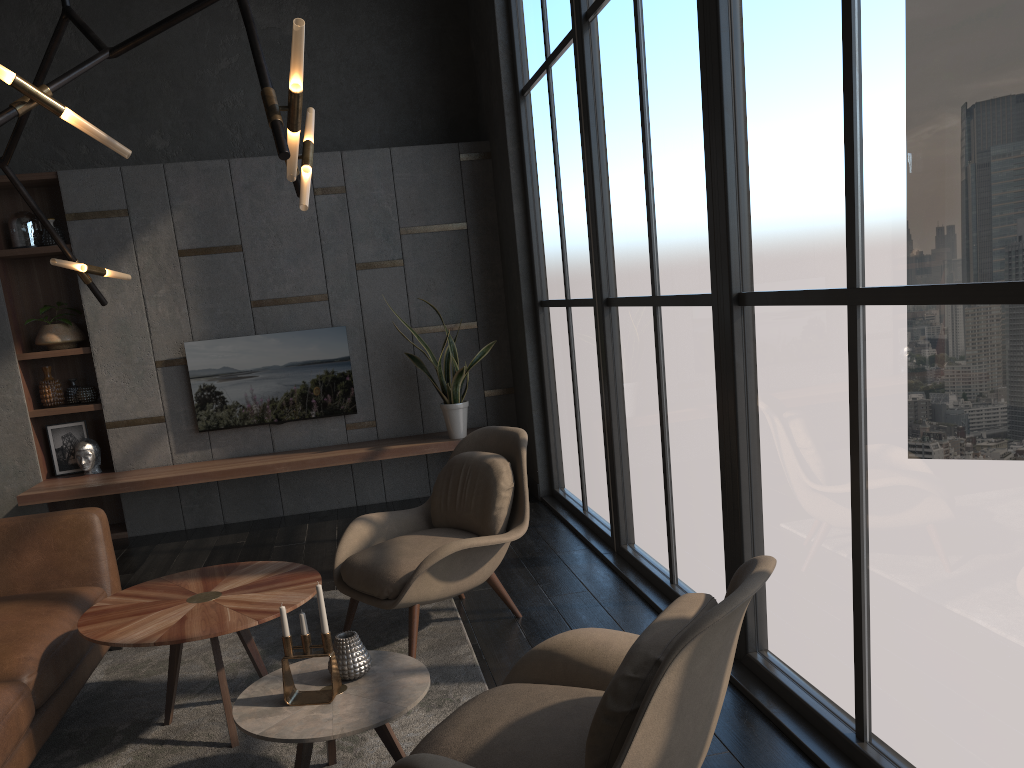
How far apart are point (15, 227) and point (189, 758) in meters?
4.5

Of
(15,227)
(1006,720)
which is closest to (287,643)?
(1006,720)

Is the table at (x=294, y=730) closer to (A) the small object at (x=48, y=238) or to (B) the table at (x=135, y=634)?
(B) the table at (x=135, y=634)

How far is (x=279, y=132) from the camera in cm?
213

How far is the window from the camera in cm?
189

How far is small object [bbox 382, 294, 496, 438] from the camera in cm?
604

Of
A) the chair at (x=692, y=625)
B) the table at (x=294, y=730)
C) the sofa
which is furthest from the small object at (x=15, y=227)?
the chair at (x=692, y=625)

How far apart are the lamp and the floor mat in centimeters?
153cm

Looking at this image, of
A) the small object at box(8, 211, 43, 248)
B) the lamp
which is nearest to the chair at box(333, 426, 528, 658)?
the lamp

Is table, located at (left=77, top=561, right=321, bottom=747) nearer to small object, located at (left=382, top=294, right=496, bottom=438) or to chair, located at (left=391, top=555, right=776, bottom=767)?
chair, located at (left=391, top=555, right=776, bottom=767)
